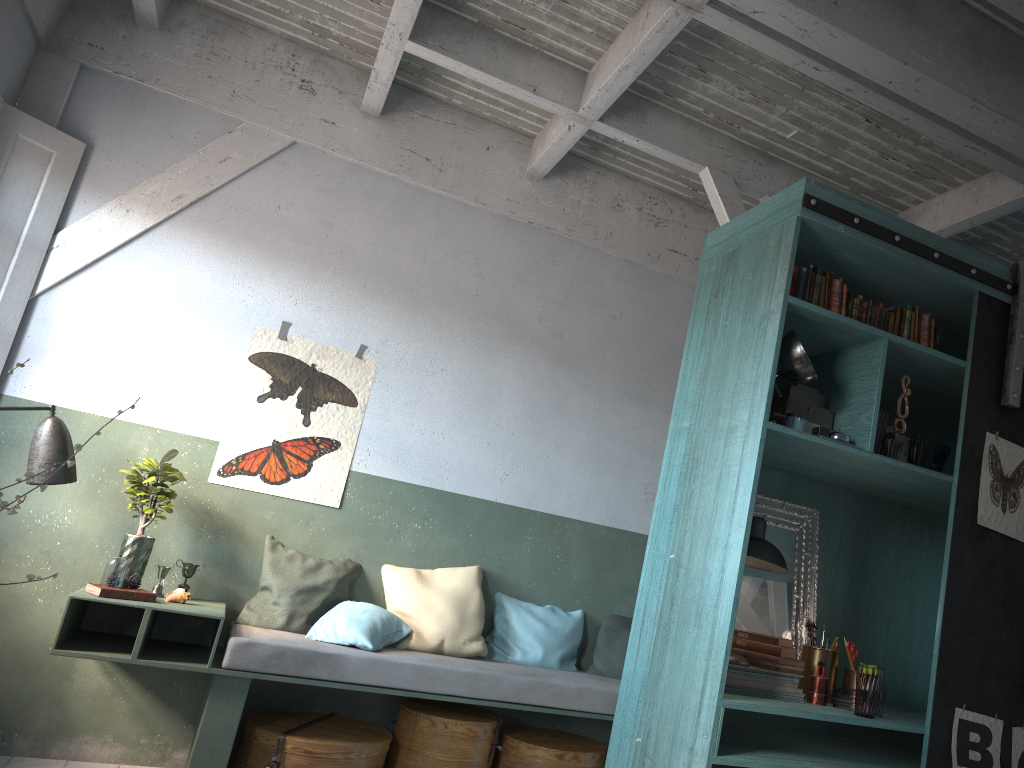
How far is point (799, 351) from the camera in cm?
368

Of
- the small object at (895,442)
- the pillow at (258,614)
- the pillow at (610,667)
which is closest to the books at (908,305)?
the small object at (895,442)

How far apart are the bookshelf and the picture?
0.03m

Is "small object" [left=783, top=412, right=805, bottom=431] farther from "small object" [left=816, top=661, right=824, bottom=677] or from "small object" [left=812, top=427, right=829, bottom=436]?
"small object" [left=816, top=661, right=824, bottom=677]

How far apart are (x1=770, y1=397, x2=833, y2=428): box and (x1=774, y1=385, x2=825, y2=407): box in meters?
0.1 m

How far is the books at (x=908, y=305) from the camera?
4.1 meters

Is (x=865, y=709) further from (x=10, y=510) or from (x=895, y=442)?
(x=10, y=510)

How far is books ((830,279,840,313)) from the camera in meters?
4.0 m

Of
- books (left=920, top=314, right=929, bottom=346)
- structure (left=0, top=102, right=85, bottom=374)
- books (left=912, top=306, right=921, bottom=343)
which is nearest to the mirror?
books (left=920, top=314, right=929, bottom=346)

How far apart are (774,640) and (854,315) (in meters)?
1.52
